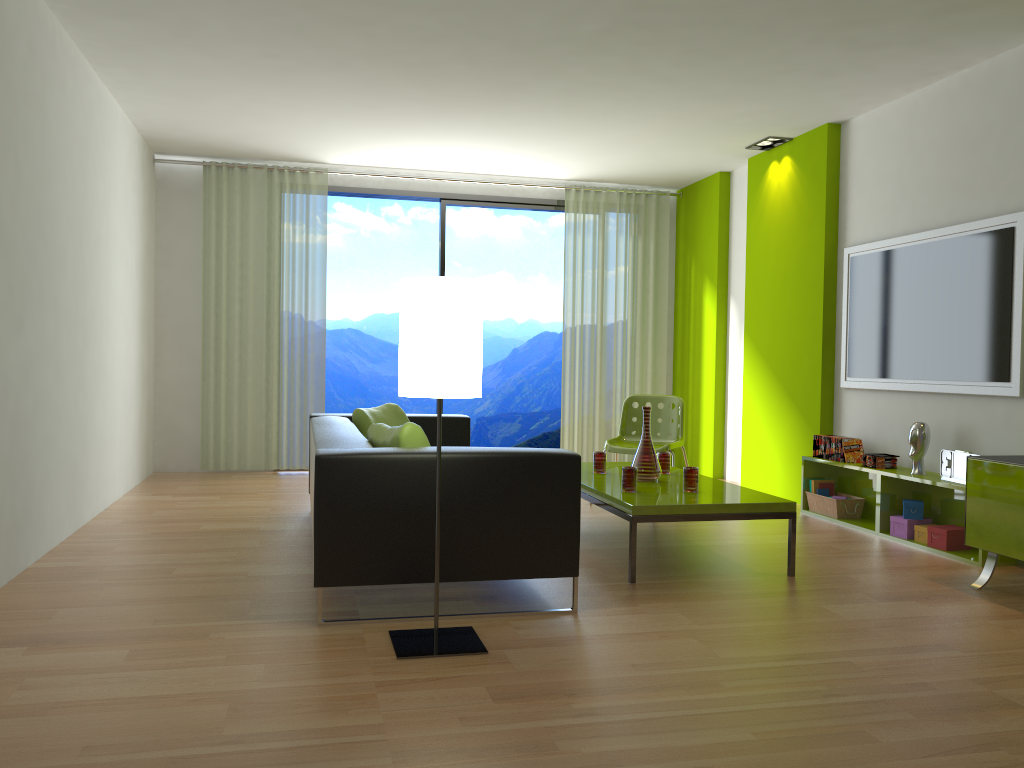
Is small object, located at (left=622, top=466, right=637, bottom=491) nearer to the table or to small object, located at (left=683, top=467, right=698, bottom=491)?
the table

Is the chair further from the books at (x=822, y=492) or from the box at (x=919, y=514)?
the box at (x=919, y=514)

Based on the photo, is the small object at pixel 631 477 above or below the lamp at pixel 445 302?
below

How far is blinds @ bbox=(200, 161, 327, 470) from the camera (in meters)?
7.39

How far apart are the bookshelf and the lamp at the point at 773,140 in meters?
2.4

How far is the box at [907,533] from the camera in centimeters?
495cm

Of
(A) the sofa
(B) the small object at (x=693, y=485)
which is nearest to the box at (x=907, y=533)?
(B) the small object at (x=693, y=485)

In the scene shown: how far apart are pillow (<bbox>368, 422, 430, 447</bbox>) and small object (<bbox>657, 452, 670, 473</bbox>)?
1.9m

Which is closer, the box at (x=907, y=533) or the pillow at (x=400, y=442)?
the pillow at (x=400, y=442)

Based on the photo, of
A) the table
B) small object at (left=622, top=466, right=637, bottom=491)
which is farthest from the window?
small object at (left=622, top=466, right=637, bottom=491)
